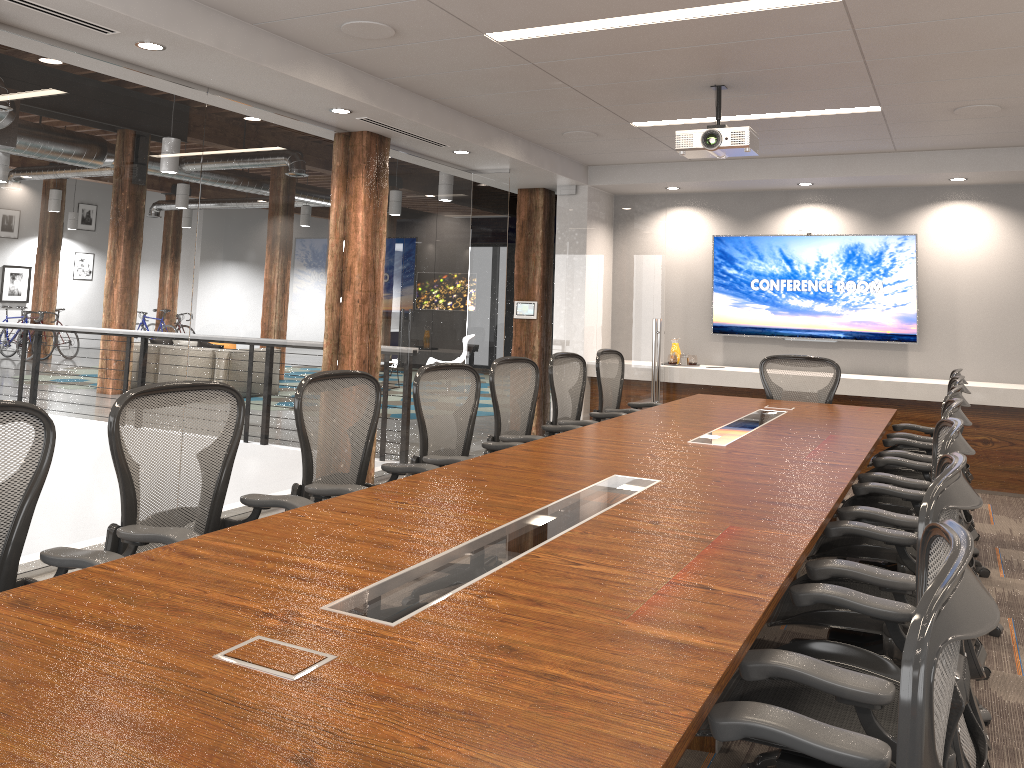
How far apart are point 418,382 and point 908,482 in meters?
2.3 m

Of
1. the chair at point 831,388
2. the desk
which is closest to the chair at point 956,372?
→ the desk

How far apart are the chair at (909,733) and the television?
7.2m

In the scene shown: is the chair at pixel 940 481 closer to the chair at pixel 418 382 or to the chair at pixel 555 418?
the chair at pixel 418 382

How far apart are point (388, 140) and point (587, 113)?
1.5 meters

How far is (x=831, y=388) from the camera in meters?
6.5 m

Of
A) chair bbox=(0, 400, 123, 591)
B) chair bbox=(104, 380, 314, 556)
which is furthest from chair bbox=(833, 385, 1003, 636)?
chair bbox=(0, 400, 123, 591)

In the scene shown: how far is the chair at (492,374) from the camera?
4.9m

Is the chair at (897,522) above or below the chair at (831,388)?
below

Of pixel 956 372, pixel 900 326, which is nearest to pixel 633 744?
pixel 956 372
